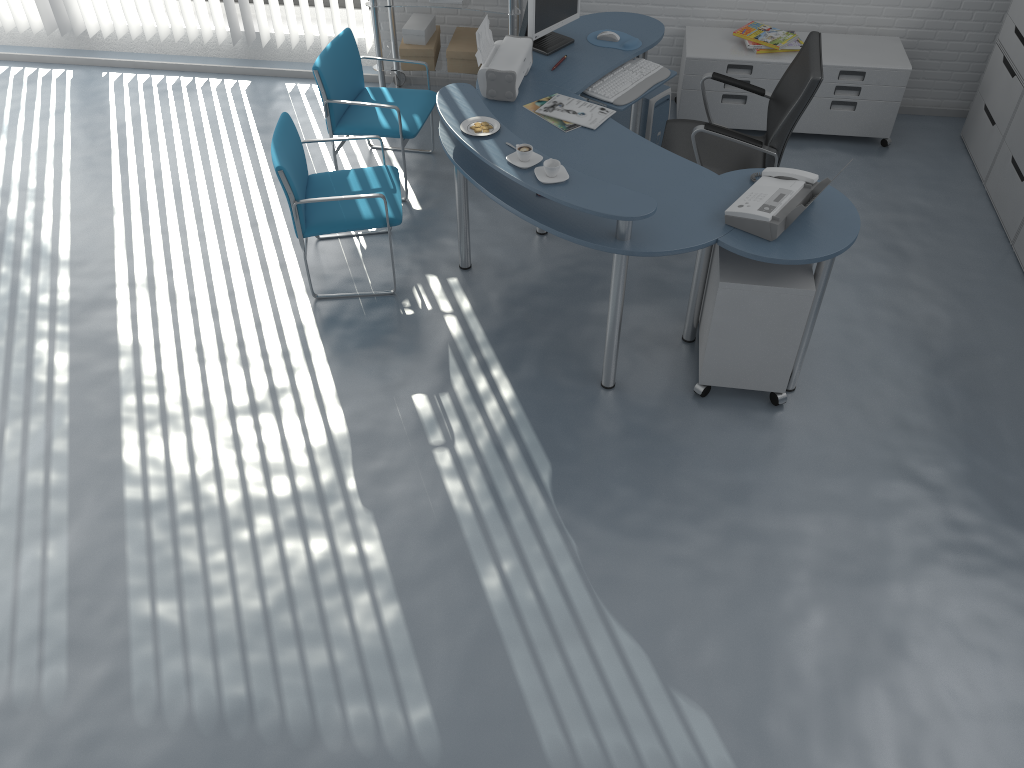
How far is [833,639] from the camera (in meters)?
2.92

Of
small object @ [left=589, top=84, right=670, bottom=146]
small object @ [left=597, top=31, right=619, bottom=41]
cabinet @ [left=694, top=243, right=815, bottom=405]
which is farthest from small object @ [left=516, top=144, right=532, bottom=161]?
small object @ [left=589, top=84, right=670, bottom=146]

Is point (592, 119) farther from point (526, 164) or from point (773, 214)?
point (773, 214)

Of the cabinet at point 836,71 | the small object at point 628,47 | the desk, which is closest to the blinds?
the desk

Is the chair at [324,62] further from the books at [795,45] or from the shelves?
the books at [795,45]

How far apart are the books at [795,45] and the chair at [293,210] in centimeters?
221cm

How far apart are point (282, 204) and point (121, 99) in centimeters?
175cm

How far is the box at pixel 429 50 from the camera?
5.2 meters

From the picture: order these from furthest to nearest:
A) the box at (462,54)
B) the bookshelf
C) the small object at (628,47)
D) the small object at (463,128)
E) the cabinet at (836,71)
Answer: the box at (462,54) < the cabinet at (836,71) < the bookshelf < the small object at (628,47) < the small object at (463,128)

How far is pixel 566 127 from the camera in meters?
3.8 m
